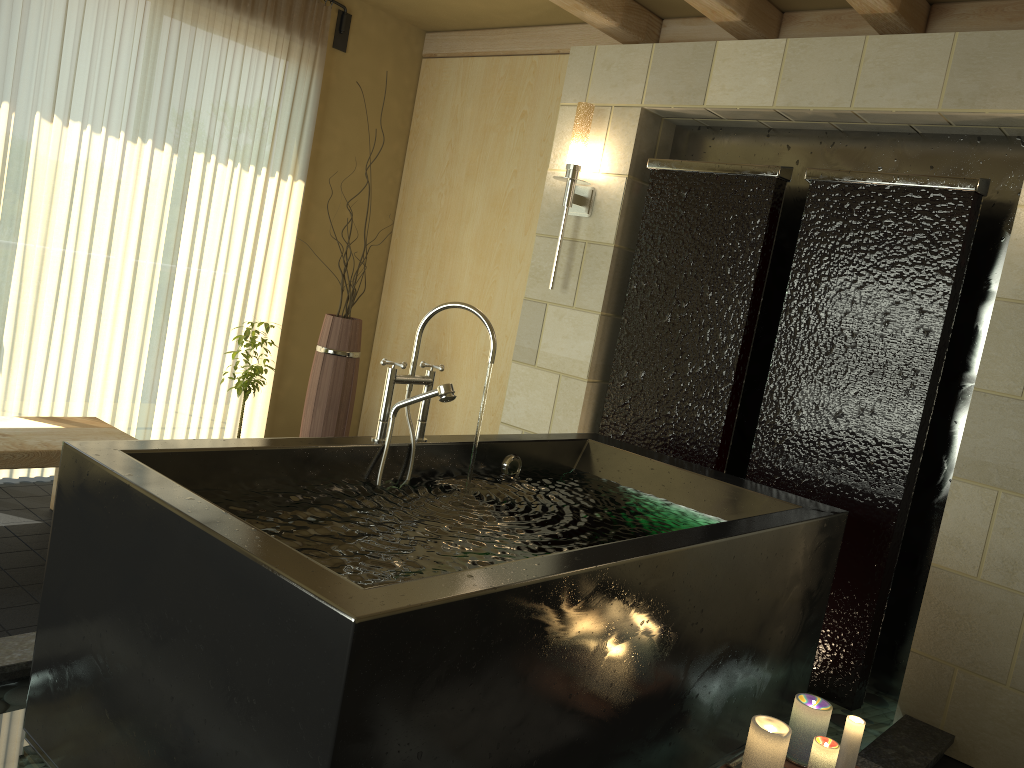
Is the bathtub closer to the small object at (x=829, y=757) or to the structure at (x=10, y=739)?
the structure at (x=10, y=739)

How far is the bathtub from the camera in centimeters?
149cm

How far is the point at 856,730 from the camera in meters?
2.2 m

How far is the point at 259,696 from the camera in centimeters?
151cm

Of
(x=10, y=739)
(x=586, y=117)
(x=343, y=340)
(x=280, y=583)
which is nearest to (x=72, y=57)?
(x=343, y=340)

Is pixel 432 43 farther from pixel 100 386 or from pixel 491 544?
pixel 491 544

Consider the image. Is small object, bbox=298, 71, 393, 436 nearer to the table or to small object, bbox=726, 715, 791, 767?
the table

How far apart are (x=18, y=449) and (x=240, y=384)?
1.0m

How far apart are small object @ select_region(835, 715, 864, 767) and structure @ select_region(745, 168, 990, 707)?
1.0 meters

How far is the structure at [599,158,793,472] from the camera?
3.56m
